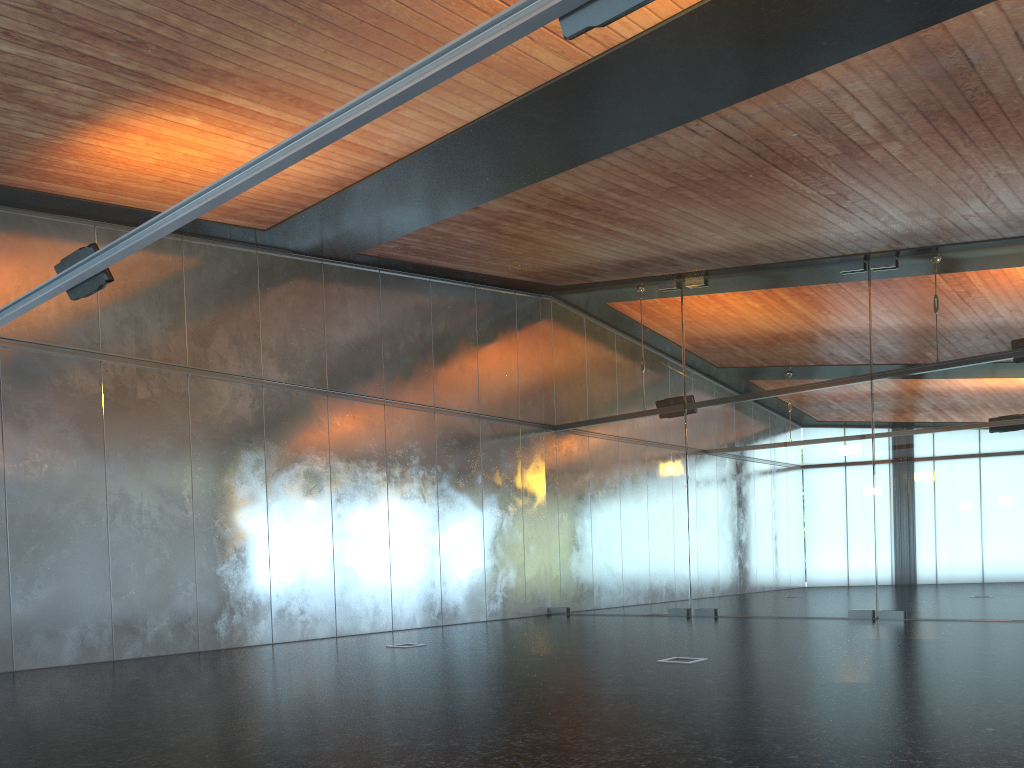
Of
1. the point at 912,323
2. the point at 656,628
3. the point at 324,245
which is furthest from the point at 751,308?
the point at 324,245
